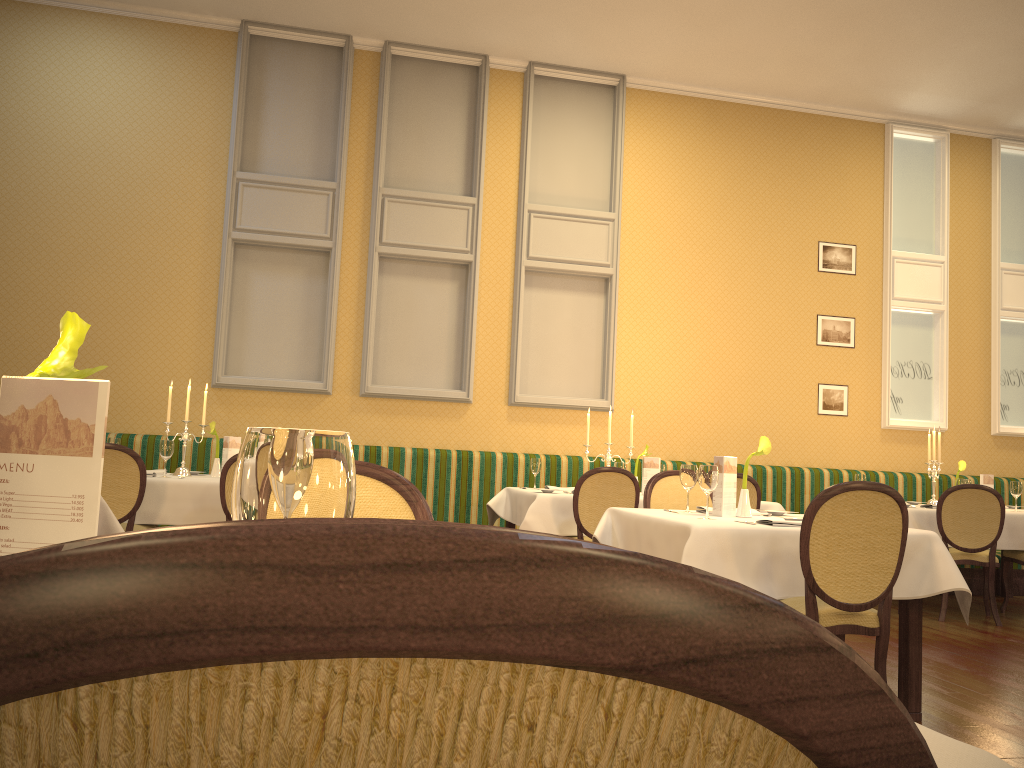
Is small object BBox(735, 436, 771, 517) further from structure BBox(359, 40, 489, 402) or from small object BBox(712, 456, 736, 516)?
structure BBox(359, 40, 489, 402)

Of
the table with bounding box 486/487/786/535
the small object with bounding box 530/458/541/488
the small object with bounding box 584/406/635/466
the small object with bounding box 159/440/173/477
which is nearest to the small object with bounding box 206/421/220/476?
the small object with bounding box 159/440/173/477

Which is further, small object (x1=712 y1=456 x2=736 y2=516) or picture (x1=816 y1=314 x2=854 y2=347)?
picture (x1=816 y1=314 x2=854 y2=347)

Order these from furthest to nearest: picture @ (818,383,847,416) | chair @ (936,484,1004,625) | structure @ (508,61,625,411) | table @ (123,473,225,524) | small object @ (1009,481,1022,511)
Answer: picture @ (818,383,847,416) → structure @ (508,61,625,411) → small object @ (1009,481,1022,511) → chair @ (936,484,1004,625) → table @ (123,473,225,524)

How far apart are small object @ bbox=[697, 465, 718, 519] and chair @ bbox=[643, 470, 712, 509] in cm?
106

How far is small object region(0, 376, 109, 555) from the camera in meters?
0.9 m

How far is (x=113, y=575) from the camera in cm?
21

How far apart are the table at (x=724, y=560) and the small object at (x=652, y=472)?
2.10m

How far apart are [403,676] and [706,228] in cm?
831

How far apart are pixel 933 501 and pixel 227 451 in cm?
530
